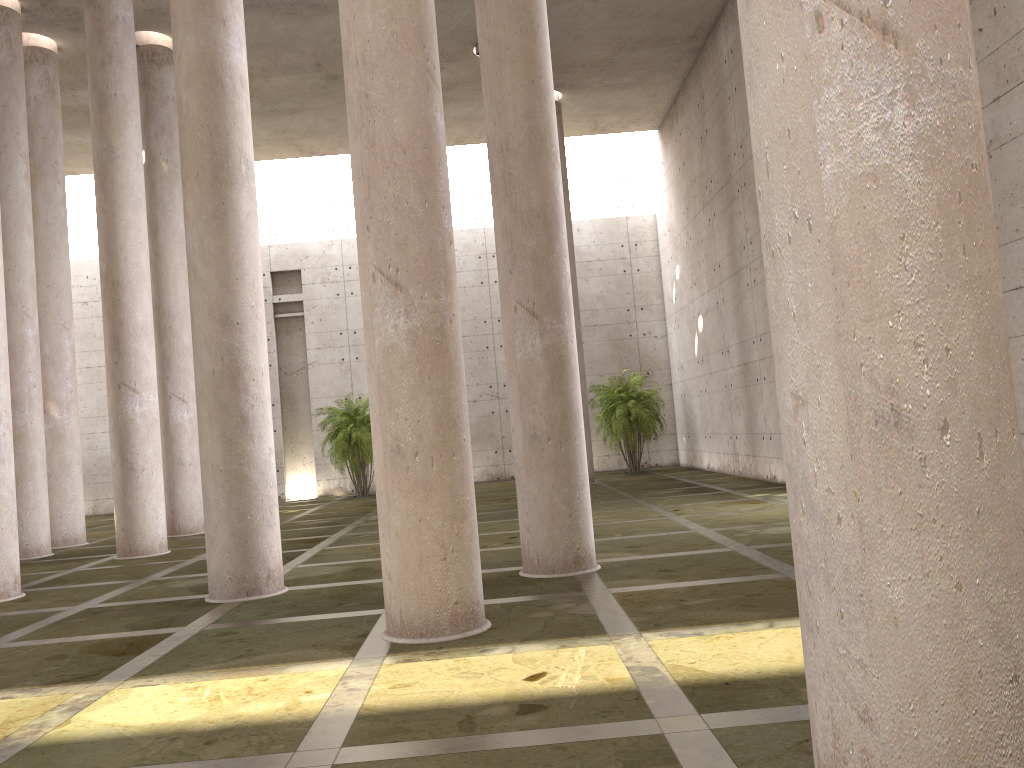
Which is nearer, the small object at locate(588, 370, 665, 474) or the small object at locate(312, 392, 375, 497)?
the small object at locate(312, 392, 375, 497)

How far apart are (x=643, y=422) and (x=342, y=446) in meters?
8.8

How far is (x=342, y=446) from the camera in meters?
25.7

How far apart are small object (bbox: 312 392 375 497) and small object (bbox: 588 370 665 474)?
6.9 meters

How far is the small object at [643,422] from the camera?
25.90m

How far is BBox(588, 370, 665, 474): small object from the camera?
25.9 meters

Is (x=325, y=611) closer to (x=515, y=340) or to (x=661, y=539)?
(x=515, y=340)

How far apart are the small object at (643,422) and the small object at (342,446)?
6.9m

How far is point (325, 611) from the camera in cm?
839
